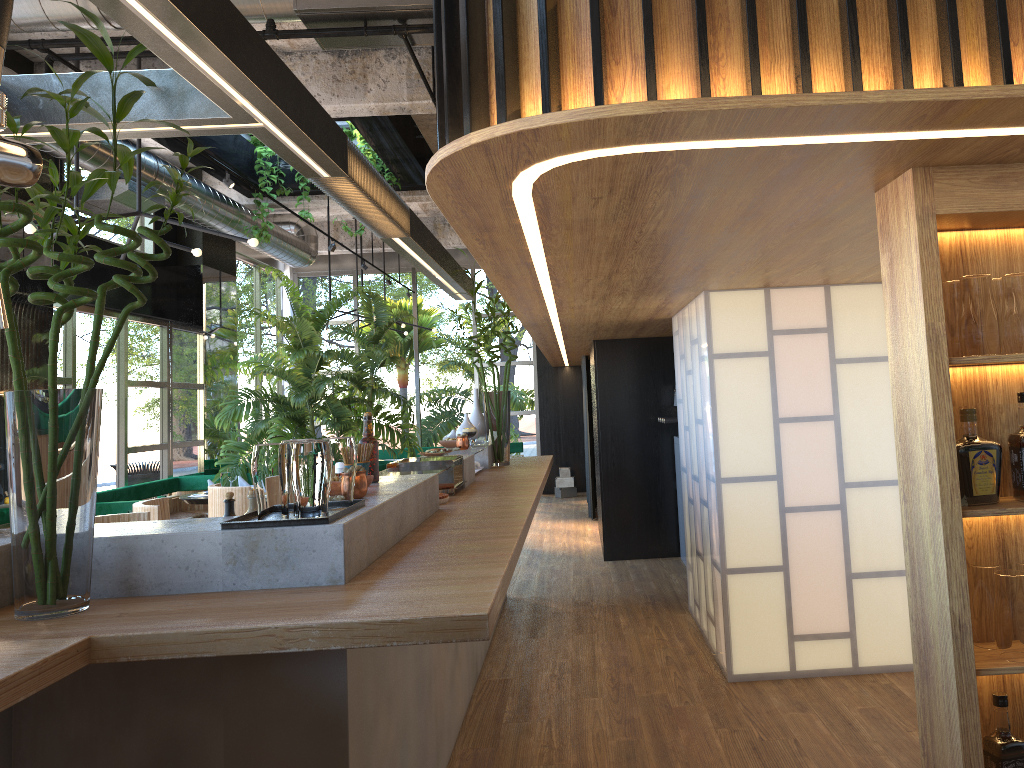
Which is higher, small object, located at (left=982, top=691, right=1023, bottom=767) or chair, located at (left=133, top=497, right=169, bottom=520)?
chair, located at (left=133, top=497, right=169, bottom=520)

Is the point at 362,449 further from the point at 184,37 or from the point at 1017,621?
the point at 1017,621

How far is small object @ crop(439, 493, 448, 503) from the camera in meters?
4.0

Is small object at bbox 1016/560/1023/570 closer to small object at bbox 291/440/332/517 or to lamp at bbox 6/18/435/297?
small object at bbox 291/440/332/517

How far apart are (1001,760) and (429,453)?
3.4 meters

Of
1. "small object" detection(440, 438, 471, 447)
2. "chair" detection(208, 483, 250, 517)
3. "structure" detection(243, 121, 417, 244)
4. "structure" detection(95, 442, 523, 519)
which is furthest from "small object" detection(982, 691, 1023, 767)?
"structure" detection(243, 121, 417, 244)

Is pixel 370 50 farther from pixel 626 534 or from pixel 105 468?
pixel 105 468

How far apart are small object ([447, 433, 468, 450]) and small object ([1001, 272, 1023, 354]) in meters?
3.9

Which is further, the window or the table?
the window

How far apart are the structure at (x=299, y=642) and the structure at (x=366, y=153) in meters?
4.0
